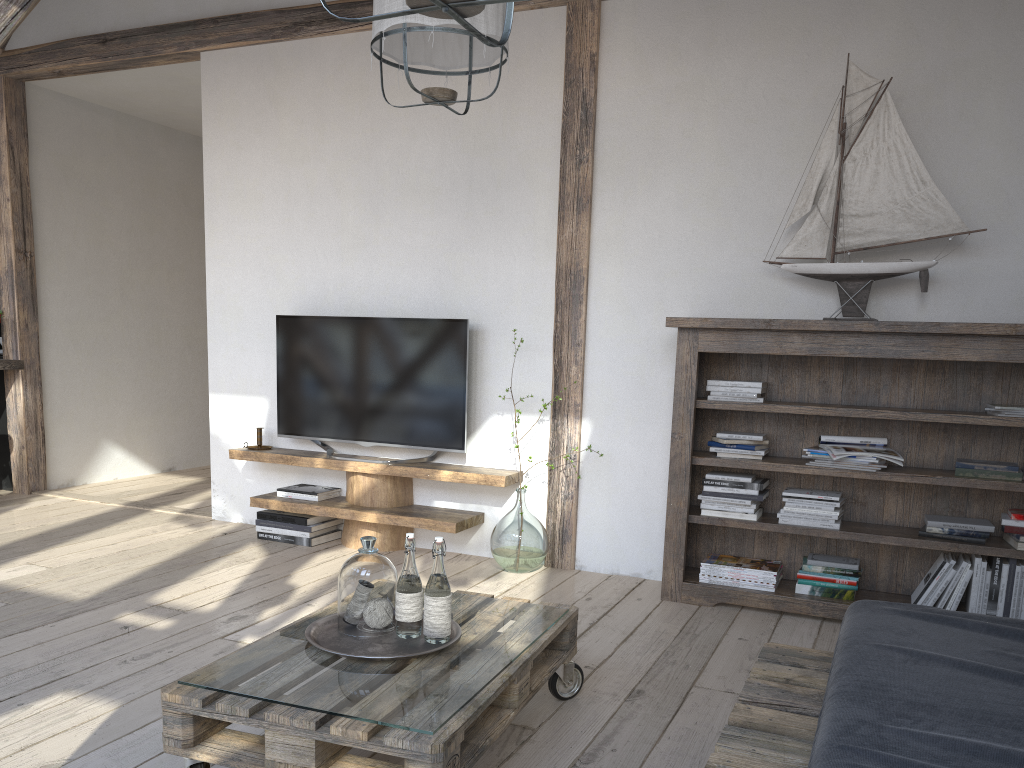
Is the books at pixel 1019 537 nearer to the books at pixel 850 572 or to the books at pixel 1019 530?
the books at pixel 1019 530

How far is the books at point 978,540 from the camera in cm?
Result: 322

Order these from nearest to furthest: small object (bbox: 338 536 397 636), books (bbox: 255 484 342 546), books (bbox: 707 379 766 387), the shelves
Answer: small object (bbox: 338 536 397 636) < books (bbox: 707 379 766 387) < the shelves < books (bbox: 255 484 342 546)

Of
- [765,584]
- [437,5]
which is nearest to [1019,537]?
[765,584]

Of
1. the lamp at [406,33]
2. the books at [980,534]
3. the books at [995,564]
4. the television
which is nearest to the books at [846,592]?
the books at [995,564]

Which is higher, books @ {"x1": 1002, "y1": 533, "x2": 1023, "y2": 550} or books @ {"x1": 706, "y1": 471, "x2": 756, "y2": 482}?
books @ {"x1": 706, "y1": 471, "x2": 756, "y2": 482}

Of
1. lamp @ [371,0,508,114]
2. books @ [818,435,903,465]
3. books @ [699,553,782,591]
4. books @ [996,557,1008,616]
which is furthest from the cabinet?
books @ [996,557,1008,616]

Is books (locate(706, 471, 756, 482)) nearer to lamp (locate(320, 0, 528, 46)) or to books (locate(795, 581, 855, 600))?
books (locate(795, 581, 855, 600))

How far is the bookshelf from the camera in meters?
3.2 m

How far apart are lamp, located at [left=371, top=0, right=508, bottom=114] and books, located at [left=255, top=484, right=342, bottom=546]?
2.3 meters
